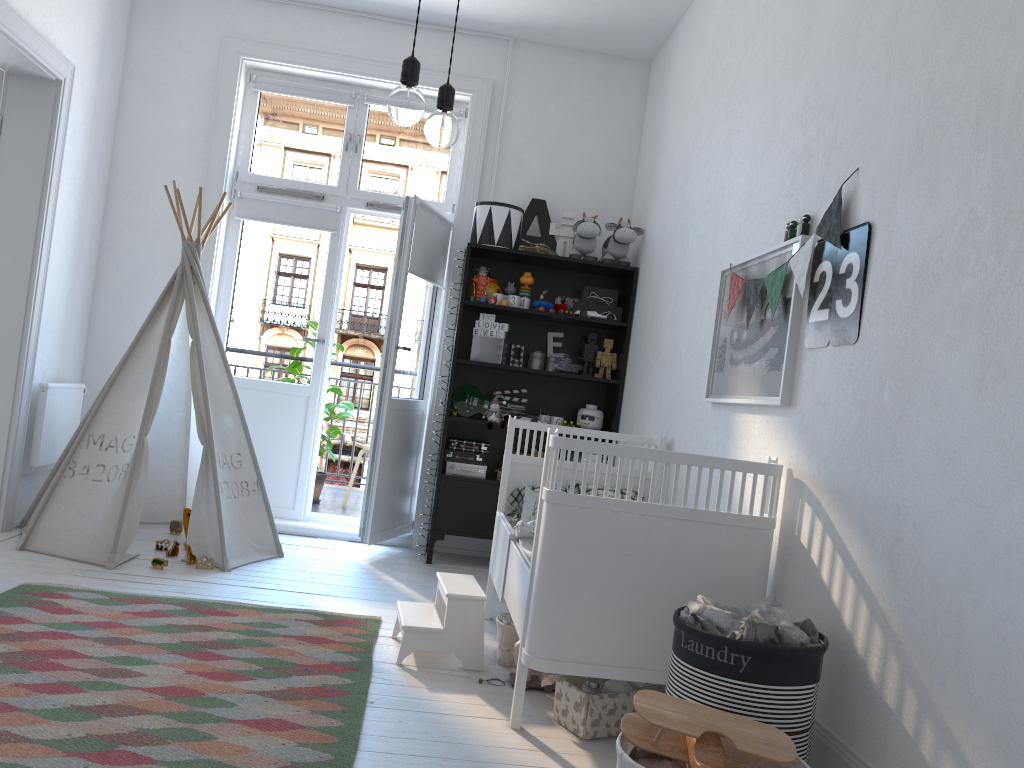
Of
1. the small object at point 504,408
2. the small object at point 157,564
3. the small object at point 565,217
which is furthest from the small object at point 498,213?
the small object at point 157,564

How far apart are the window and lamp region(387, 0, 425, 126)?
3.4 meters

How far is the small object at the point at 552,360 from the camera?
4.88m

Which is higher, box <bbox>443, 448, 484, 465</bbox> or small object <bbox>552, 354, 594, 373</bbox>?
small object <bbox>552, 354, 594, 373</bbox>

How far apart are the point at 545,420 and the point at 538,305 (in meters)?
0.62

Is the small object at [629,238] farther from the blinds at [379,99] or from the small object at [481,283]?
the blinds at [379,99]

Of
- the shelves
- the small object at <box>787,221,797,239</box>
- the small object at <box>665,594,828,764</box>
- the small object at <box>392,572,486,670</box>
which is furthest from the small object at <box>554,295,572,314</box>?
the small object at <box>665,594,828,764</box>

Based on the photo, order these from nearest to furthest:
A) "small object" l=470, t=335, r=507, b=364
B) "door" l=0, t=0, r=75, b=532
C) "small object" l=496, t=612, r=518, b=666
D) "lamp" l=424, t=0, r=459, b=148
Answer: "lamp" l=424, t=0, r=459, b=148 < "small object" l=496, t=612, r=518, b=666 < "door" l=0, t=0, r=75, b=532 < "small object" l=470, t=335, r=507, b=364

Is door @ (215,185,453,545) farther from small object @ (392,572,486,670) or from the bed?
small object @ (392,572,486,670)

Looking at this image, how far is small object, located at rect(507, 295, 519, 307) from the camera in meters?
4.7 m
